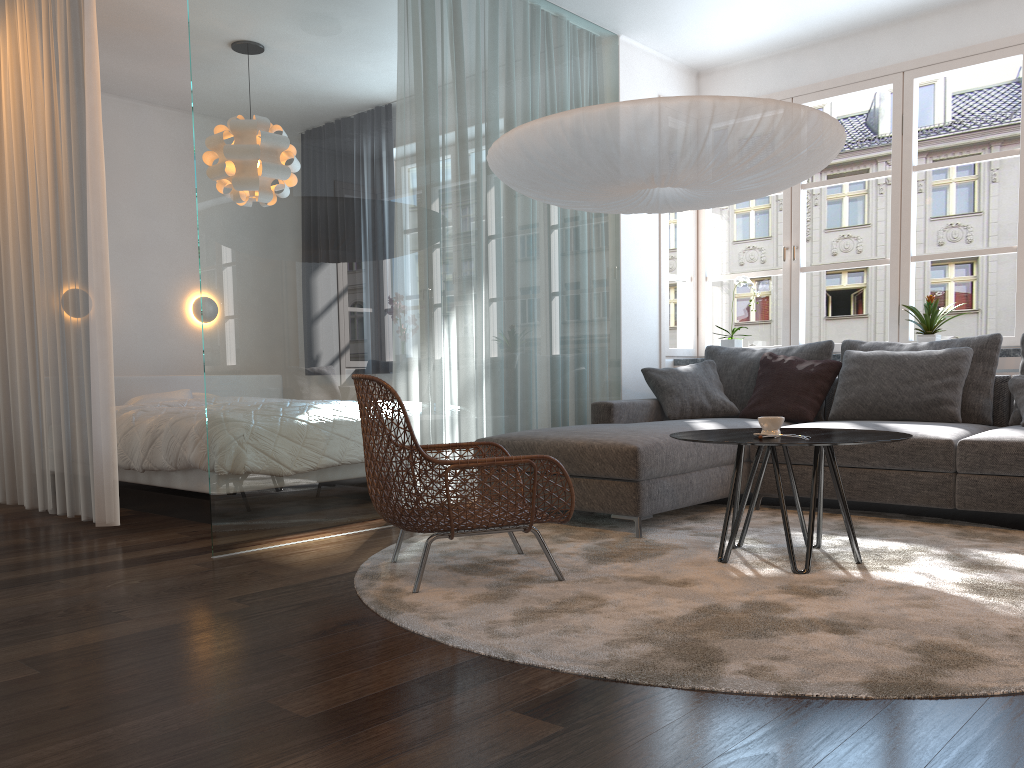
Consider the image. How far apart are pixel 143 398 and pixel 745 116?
4.34m

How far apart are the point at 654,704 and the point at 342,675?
0.7 meters

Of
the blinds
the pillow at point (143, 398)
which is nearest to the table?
the blinds

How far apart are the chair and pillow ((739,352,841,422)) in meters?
2.1

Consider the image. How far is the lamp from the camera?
3.1m

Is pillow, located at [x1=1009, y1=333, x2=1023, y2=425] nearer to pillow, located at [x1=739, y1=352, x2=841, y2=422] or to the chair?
pillow, located at [x1=739, y1=352, x2=841, y2=422]

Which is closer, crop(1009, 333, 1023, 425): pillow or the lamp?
the lamp

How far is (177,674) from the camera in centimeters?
209cm

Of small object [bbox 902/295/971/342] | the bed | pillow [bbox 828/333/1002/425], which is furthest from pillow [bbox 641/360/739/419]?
the bed

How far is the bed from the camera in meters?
4.4 m
